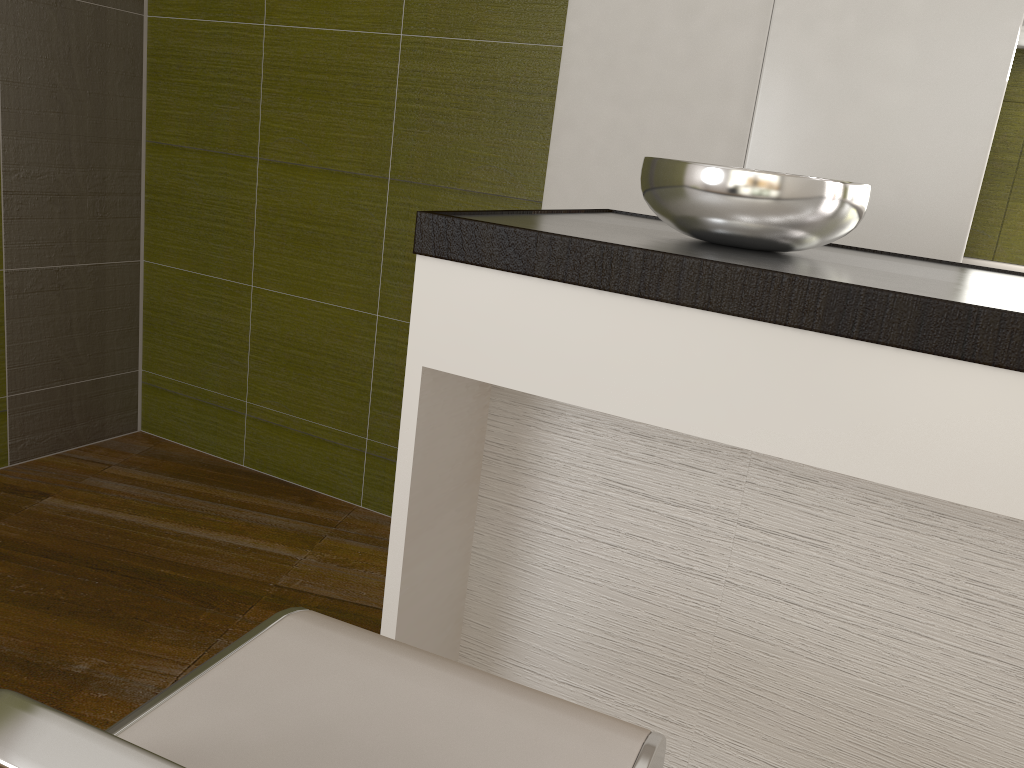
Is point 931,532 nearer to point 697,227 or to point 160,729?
point 697,227

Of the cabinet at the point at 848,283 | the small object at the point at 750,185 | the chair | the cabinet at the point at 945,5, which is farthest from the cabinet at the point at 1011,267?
the chair

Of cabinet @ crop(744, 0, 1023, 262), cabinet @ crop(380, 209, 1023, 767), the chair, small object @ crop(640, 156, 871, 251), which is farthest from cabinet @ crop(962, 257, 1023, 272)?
the chair

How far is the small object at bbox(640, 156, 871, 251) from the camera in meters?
1.1 m

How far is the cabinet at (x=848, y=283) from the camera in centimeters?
90cm

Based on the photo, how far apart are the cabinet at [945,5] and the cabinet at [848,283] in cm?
71

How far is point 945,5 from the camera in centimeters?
197cm

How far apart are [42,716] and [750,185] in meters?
0.9 m

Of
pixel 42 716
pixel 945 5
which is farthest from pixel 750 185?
pixel 945 5

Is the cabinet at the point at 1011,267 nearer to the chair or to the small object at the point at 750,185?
the small object at the point at 750,185
